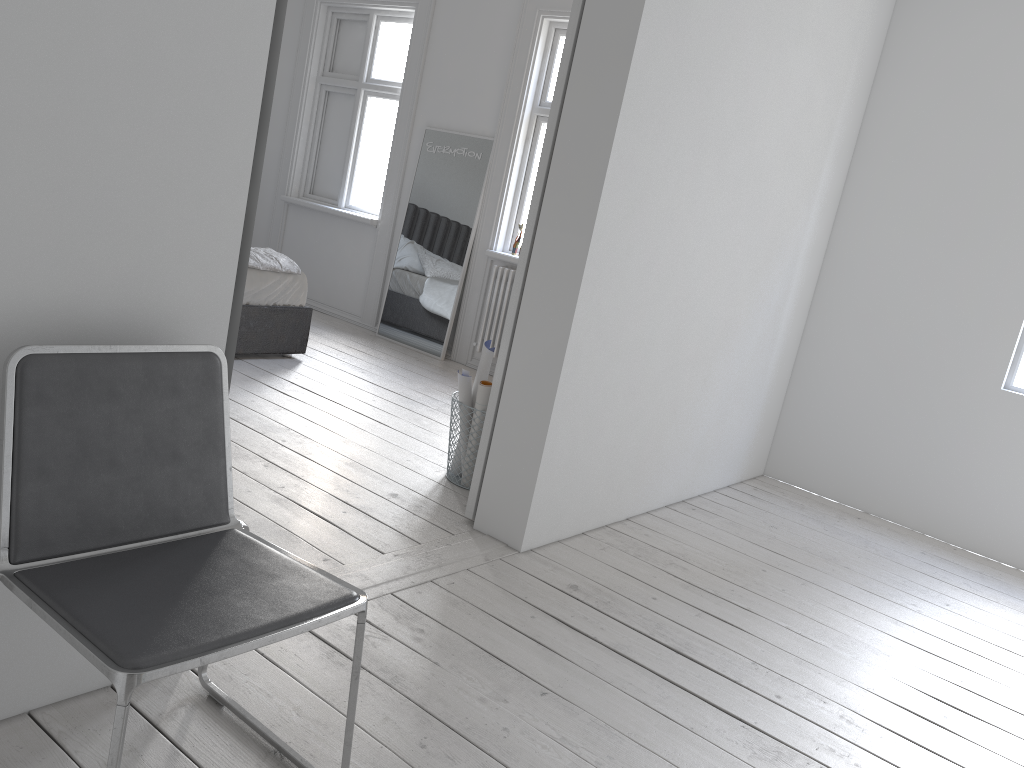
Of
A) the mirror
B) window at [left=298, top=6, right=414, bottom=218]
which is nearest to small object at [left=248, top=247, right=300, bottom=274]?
the mirror

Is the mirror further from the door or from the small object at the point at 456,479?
the door

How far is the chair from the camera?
1.36m

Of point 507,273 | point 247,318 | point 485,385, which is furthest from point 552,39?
point 485,385

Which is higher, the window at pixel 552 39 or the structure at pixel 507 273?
the window at pixel 552 39

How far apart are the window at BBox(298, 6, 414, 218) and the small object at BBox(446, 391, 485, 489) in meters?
3.6 m

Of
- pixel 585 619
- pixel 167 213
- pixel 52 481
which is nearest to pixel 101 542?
pixel 52 481

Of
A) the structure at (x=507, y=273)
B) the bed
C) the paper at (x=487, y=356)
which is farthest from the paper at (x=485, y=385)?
the structure at (x=507, y=273)

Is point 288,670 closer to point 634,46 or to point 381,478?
point 381,478

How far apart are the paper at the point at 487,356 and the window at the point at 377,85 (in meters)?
3.57
